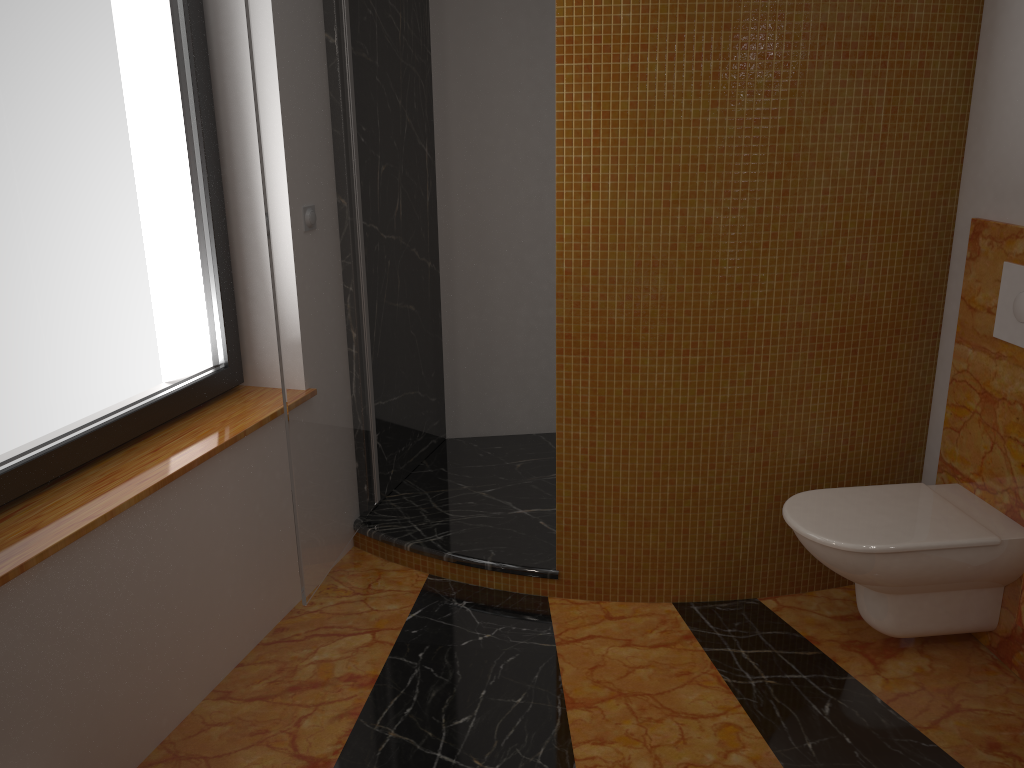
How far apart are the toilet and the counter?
0.6m

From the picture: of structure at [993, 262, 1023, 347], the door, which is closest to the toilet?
structure at [993, 262, 1023, 347]

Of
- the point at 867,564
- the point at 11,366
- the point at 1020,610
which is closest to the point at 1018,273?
the point at 867,564

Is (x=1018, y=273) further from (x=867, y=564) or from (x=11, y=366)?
(x=11, y=366)

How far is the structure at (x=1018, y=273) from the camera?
2.24m

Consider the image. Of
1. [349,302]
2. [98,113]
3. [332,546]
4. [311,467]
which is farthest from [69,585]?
[349,302]

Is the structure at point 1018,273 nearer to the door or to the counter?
the counter

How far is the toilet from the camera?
2.21m

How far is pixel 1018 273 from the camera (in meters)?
2.24

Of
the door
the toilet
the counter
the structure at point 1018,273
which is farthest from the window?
the structure at point 1018,273
